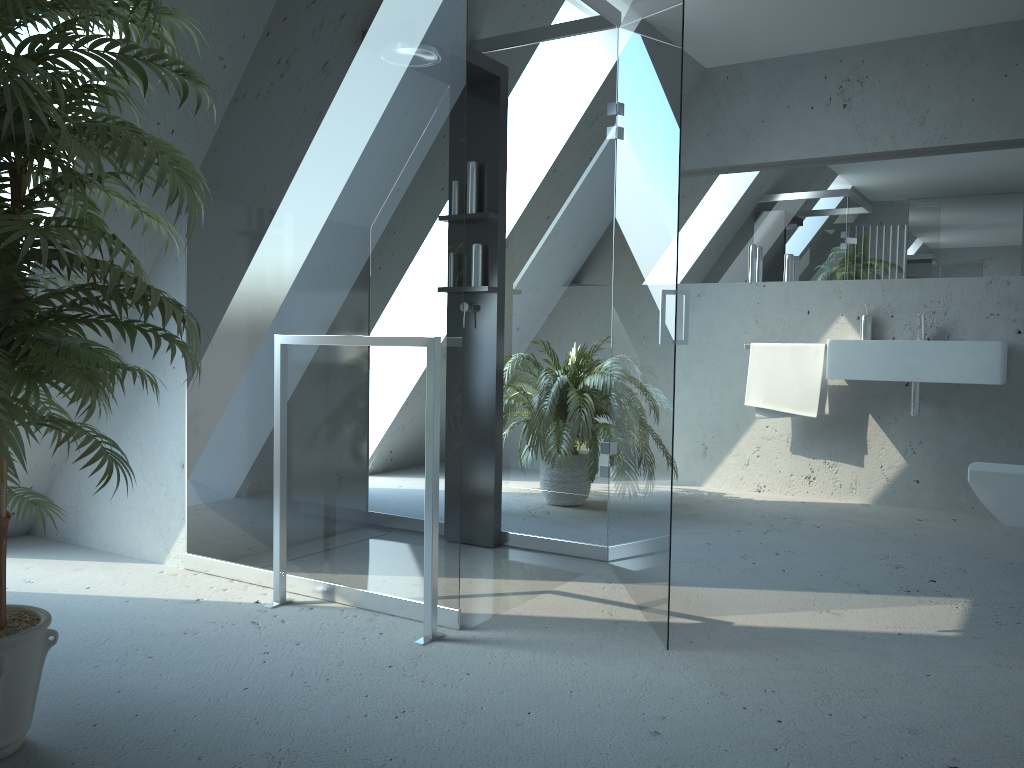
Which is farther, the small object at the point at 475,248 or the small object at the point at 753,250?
the small object at the point at 753,250

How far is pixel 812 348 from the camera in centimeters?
480cm

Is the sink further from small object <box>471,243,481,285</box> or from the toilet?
small object <box>471,243,481,285</box>

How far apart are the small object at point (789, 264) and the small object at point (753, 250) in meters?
0.2 m

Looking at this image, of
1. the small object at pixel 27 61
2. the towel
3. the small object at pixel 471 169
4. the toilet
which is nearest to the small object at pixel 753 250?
the towel

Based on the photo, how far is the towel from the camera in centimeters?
480cm

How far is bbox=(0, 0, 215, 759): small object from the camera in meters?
1.5 m

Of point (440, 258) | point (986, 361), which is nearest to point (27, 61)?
point (440, 258)

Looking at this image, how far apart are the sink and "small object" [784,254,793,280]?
0.7m

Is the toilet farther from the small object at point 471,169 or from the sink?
the small object at point 471,169
